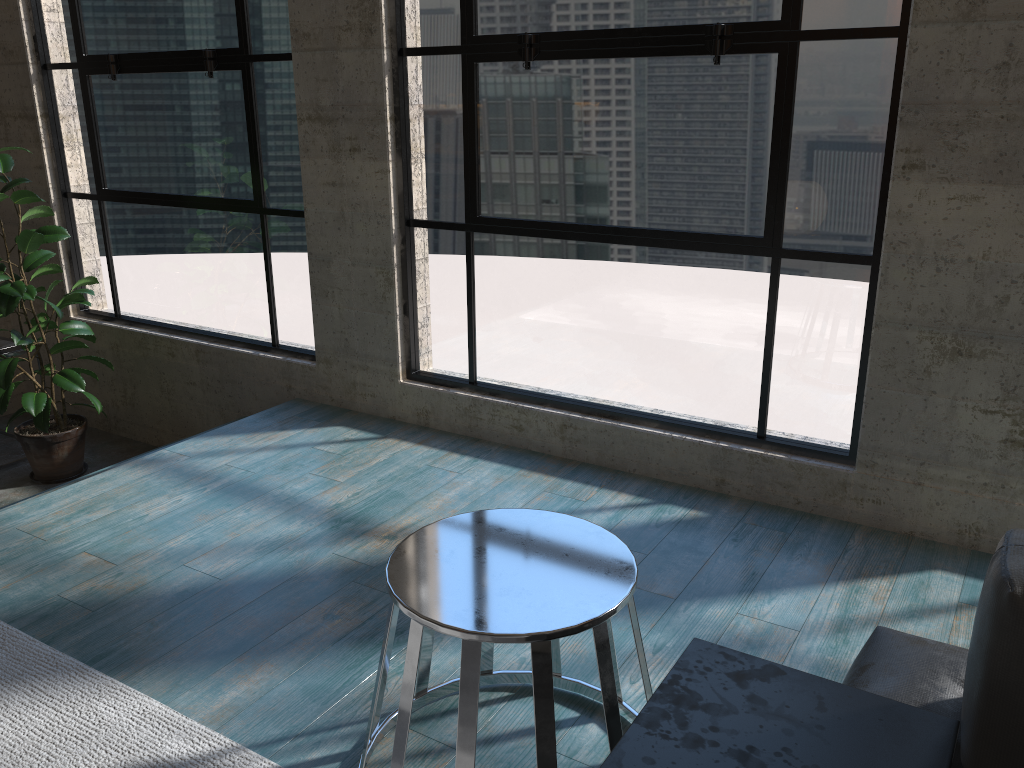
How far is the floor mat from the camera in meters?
1.8 m

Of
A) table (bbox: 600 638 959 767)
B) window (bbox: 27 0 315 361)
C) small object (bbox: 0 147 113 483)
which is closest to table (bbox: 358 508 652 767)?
table (bbox: 600 638 959 767)

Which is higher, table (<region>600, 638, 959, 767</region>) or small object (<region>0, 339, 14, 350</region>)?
table (<region>600, 638, 959, 767</region>)

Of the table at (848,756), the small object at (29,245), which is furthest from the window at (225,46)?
the table at (848,756)

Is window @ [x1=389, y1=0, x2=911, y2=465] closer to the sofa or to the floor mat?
the sofa

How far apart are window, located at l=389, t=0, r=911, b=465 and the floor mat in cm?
176

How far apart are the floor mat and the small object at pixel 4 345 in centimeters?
253cm

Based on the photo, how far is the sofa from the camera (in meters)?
1.14

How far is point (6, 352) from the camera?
4.3 meters

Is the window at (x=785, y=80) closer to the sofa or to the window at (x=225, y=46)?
the window at (x=225, y=46)
